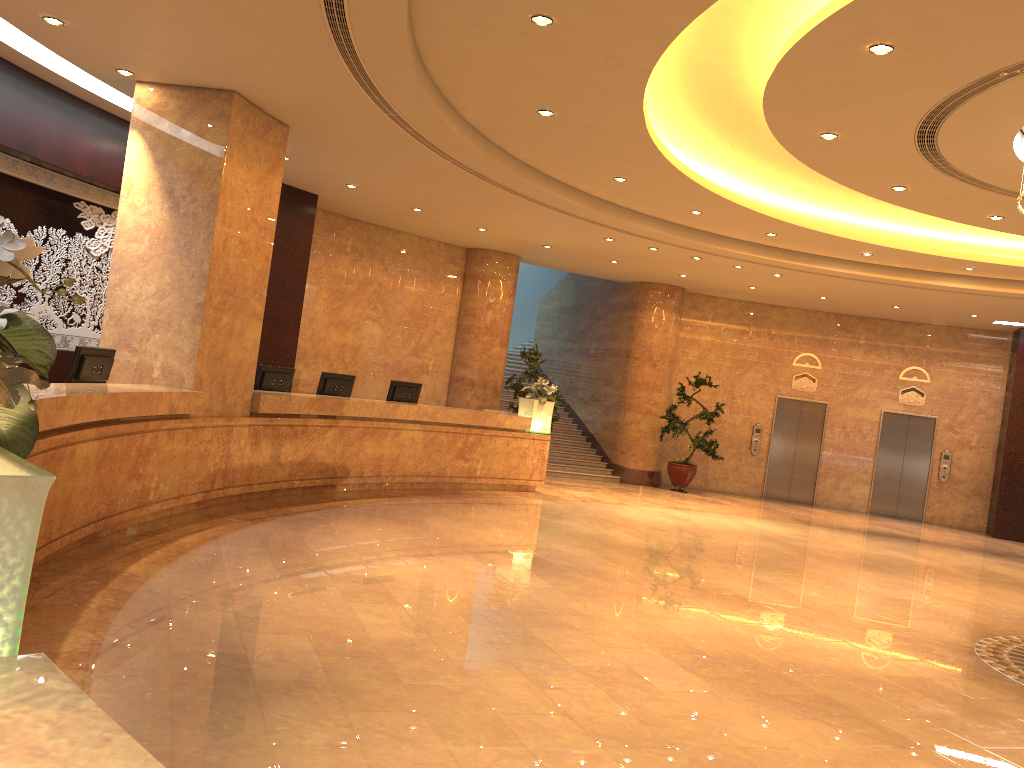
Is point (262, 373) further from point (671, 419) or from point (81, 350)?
point (671, 419)

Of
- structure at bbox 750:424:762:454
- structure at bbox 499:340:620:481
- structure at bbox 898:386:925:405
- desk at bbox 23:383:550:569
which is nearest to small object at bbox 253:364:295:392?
desk at bbox 23:383:550:569

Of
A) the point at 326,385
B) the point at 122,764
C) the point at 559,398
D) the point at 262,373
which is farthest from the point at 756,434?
the point at 122,764

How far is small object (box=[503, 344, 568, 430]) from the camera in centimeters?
1510cm

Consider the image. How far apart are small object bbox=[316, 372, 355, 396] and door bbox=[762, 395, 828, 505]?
10.1m

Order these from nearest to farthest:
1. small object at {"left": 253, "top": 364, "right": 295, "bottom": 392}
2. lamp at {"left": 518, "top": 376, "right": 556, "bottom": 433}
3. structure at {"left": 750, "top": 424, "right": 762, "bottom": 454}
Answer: small object at {"left": 253, "top": 364, "right": 295, "bottom": 392} → lamp at {"left": 518, "top": 376, "right": 556, "bottom": 433} → structure at {"left": 750, "top": 424, "right": 762, "bottom": 454}

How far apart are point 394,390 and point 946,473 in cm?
1171

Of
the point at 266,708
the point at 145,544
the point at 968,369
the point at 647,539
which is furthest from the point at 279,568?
the point at 968,369

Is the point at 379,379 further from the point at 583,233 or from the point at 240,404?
the point at 240,404

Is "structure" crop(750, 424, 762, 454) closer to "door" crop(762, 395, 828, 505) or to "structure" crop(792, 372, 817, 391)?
"door" crop(762, 395, 828, 505)
